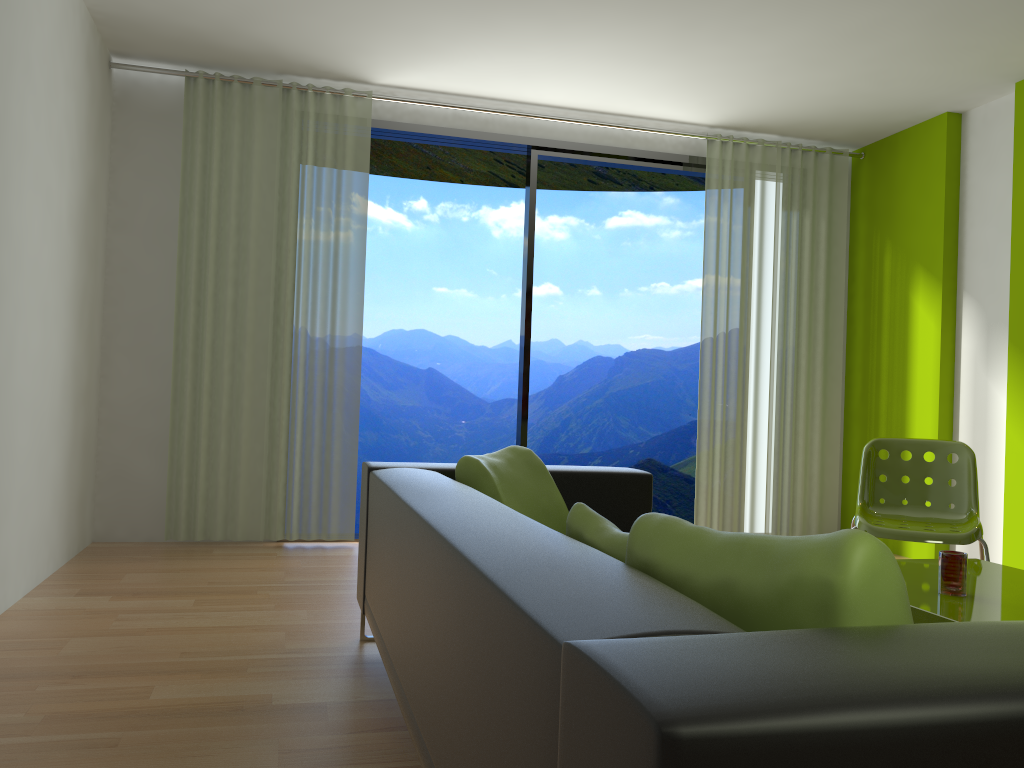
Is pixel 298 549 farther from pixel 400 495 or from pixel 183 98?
pixel 400 495

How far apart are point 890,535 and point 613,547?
2.3m

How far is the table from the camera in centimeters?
232cm

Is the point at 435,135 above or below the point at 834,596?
above

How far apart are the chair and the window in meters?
2.2

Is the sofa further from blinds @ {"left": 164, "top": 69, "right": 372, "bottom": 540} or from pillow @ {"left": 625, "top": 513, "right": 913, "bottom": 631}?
blinds @ {"left": 164, "top": 69, "right": 372, "bottom": 540}

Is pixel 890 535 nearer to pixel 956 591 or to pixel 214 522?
pixel 956 591

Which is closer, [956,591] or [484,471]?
[956,591]

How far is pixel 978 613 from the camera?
2.3m

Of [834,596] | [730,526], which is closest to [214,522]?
[730,526]
